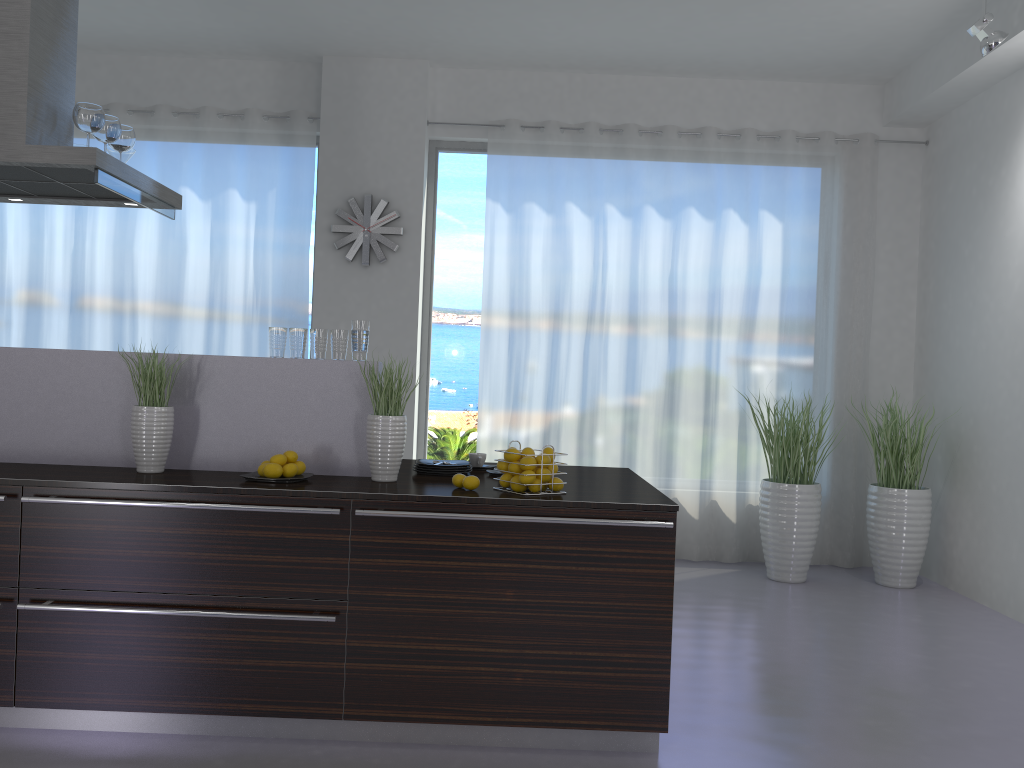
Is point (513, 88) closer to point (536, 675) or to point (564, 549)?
point (564, 549)

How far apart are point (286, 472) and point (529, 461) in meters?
0.9

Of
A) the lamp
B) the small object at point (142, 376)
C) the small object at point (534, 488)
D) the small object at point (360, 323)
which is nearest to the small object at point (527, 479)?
the small object at point (534, 488)

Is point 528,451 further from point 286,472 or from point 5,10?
point 5,10

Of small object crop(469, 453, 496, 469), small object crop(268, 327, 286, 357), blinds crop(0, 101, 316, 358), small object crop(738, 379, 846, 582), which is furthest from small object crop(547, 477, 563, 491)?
blinds crop(0, 101, 316, 358)

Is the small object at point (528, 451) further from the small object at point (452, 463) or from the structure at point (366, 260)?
the structure at point (366, 260)

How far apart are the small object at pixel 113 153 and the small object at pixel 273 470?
2.0 meters

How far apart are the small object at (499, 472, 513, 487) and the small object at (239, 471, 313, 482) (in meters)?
0.72

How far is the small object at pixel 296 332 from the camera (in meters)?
3.44

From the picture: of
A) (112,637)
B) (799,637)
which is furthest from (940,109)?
(112,637)
